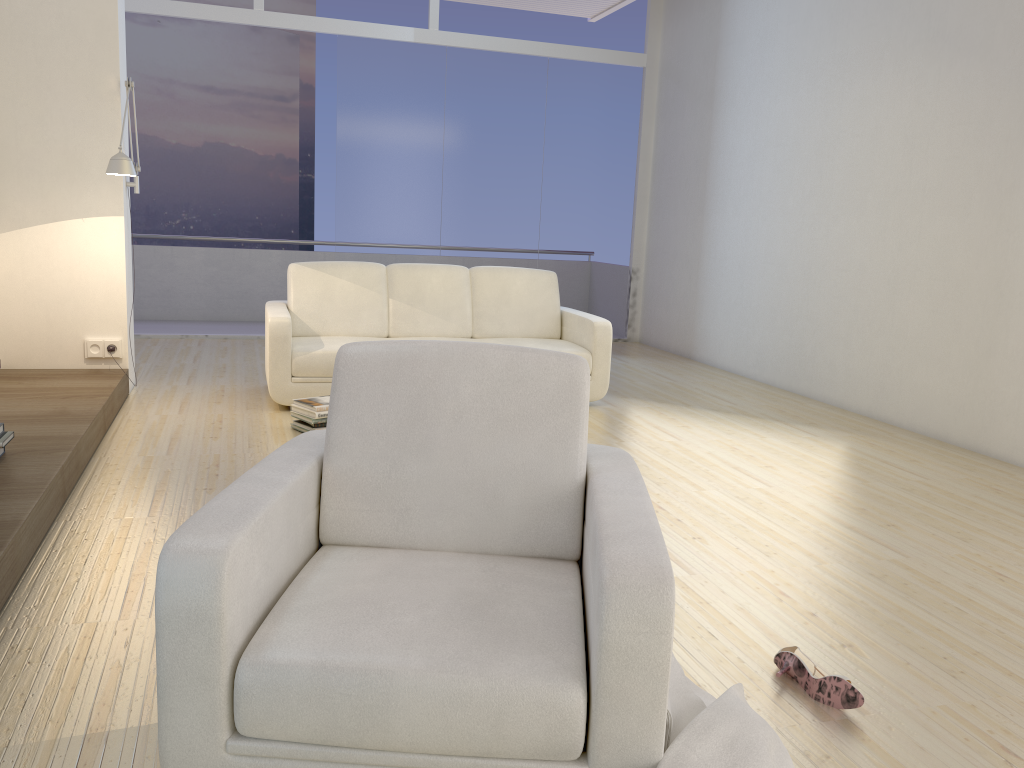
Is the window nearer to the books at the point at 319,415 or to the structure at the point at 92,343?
the structure at the point at 92,343

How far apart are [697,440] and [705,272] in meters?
3.3 m

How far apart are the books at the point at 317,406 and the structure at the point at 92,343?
1.4 meters

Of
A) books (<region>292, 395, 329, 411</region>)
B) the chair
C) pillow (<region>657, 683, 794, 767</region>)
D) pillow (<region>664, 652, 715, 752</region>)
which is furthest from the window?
pillow (<region>657, 683, 794, 767</region>)

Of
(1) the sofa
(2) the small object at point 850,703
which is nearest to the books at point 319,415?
(1) the sofa

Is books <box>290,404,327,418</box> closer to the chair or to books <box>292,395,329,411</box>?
books <box>292,395,329,411</box>

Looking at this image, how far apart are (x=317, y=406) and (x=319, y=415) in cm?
5

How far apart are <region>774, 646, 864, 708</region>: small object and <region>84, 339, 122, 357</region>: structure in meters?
4.4 m

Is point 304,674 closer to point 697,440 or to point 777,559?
point 777,559

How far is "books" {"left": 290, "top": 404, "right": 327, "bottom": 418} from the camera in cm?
465
